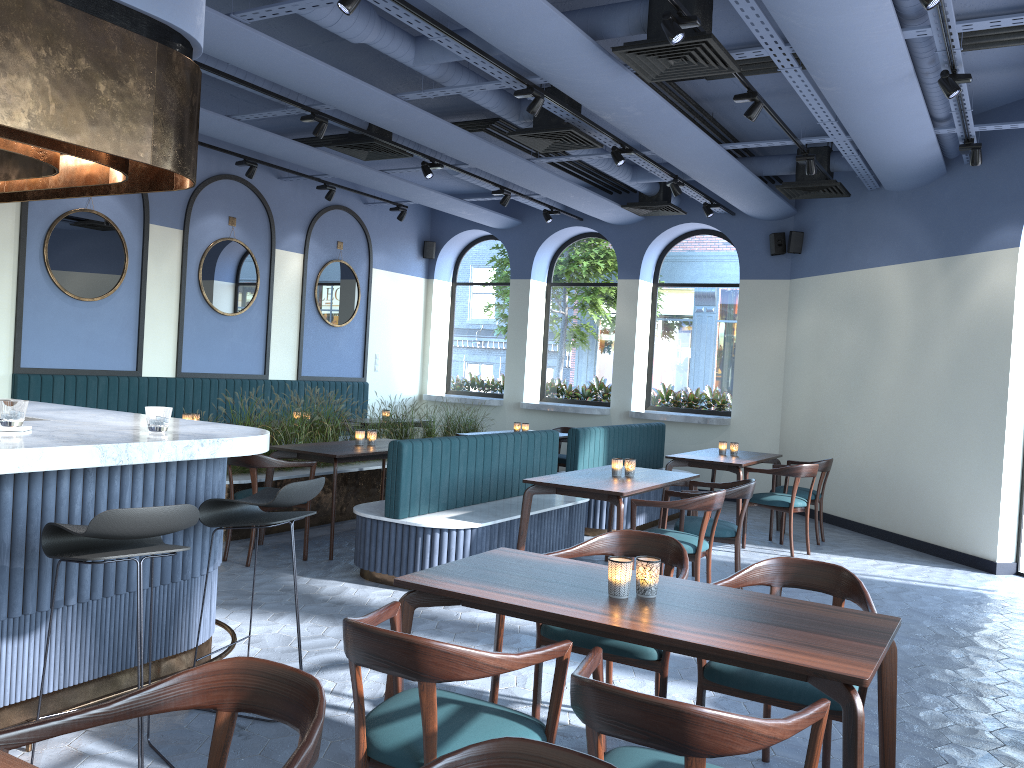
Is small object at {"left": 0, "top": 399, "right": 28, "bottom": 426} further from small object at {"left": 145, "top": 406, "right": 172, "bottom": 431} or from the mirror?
the mirror

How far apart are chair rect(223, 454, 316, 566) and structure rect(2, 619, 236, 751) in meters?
1.8 m

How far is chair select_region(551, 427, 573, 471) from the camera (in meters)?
10.02

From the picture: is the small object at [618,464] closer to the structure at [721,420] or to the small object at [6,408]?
the small object at [6,408]

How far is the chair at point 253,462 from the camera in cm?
600

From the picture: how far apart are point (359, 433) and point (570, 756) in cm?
583

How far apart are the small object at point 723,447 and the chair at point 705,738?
6.2 meters

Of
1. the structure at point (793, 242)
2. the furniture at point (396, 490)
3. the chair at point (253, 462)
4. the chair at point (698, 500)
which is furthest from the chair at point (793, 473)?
the chair at point (253, 462)

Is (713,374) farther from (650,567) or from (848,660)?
(848,660)

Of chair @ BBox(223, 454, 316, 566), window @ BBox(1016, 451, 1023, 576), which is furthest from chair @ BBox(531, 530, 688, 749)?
window @ BBox(1016, 451, 1023, 576)
